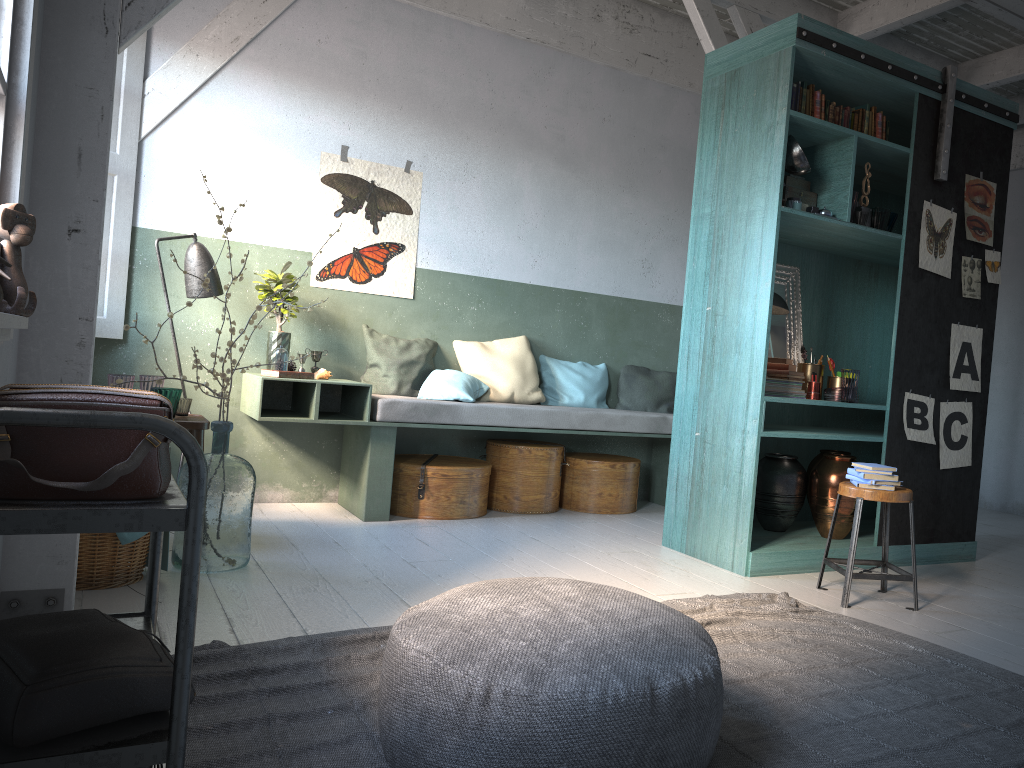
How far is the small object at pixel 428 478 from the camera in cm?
636

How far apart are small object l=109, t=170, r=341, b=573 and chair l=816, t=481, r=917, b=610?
3.08m

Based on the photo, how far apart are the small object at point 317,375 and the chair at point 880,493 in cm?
351

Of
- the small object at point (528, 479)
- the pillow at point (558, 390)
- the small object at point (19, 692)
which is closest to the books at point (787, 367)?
the small object at point (528, 479)

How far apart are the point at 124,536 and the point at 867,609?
3.6m

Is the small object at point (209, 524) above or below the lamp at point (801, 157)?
below

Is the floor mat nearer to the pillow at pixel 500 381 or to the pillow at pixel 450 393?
the pillow at pixel 450 393

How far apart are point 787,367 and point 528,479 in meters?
2.2

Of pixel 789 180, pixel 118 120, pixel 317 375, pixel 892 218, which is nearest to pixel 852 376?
pixel 892 218

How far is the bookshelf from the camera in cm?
513
